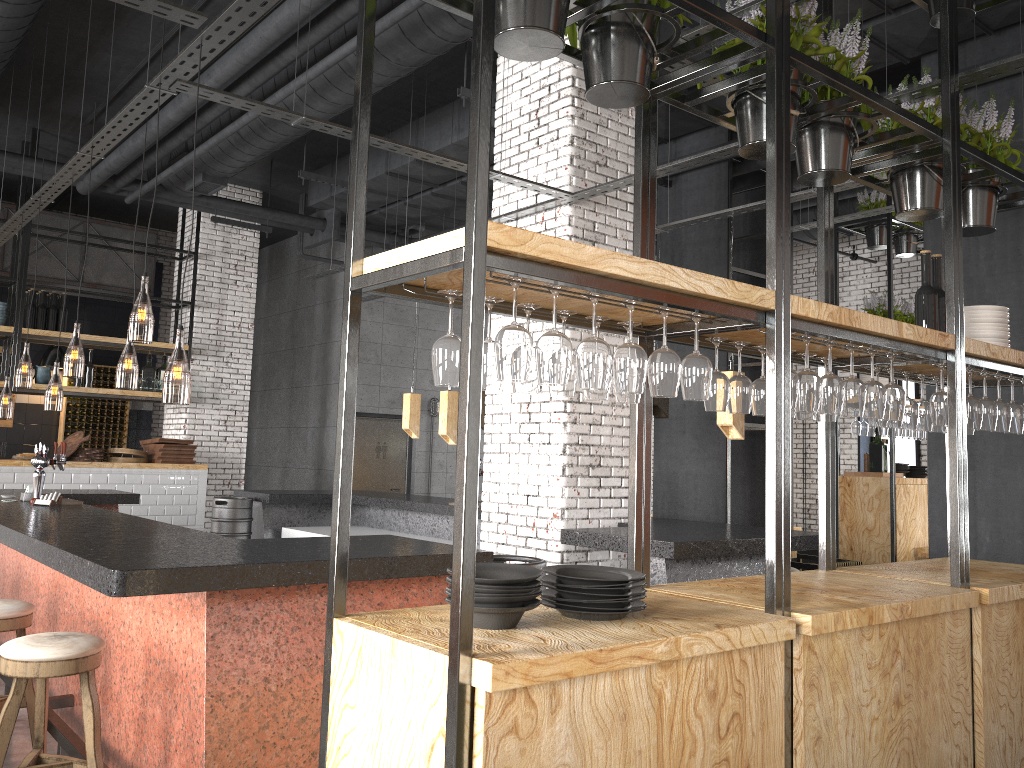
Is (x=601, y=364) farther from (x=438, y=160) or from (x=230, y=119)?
(x=230, y=119)

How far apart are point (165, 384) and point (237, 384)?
1.8m

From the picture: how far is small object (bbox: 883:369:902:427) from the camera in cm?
400

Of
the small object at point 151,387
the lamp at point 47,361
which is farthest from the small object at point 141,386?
the lamp at point 47,361

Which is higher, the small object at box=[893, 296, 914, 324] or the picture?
the small object at box=[893, 296, 914, 324]

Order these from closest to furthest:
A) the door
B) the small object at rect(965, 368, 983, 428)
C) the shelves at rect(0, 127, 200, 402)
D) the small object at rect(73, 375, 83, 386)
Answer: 1. the small object at rect(965, 368, 983, 428)
2. the shelves at rect(0, 127, 200, 402)
3. the small object at rect(73, 375, 83, 386)
4. the door

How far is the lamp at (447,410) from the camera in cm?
833

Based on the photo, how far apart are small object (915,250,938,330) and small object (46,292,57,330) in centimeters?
922cm

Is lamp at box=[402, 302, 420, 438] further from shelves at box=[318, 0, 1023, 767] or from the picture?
the picture

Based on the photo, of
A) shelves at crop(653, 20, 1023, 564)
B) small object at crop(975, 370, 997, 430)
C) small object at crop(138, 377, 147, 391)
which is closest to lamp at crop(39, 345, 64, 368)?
small object at crop(138, 377, 147, 391)
